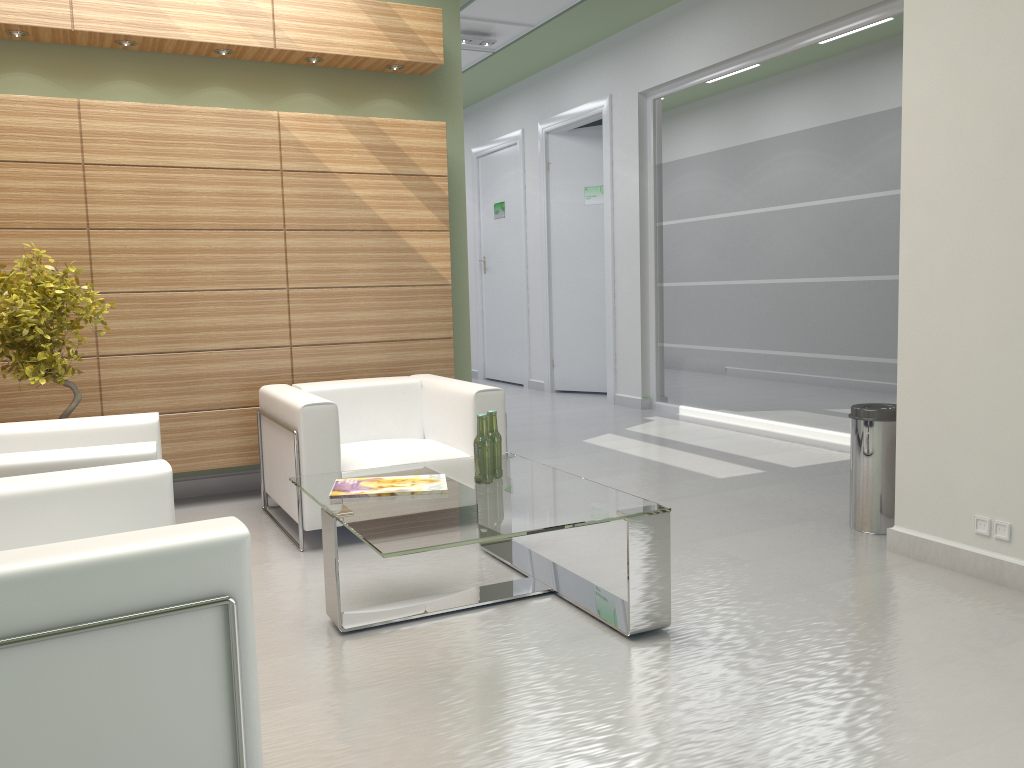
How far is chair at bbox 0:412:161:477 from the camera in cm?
494

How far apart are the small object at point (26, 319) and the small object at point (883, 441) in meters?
6.2

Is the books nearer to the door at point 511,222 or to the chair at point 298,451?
the chair at point 298,451

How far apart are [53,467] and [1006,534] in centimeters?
598cm

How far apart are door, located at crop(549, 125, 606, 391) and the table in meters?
10.3

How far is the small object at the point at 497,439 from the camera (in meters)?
6.13

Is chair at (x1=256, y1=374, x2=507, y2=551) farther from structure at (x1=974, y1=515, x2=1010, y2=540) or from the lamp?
the lamp

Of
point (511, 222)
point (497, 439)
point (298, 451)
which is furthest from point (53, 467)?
point (511, 222)

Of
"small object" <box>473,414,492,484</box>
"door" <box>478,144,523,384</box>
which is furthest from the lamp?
"small object" <box>473,414,492,484</box>

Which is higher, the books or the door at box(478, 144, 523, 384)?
the door at box(478, 144, 523, 384)
